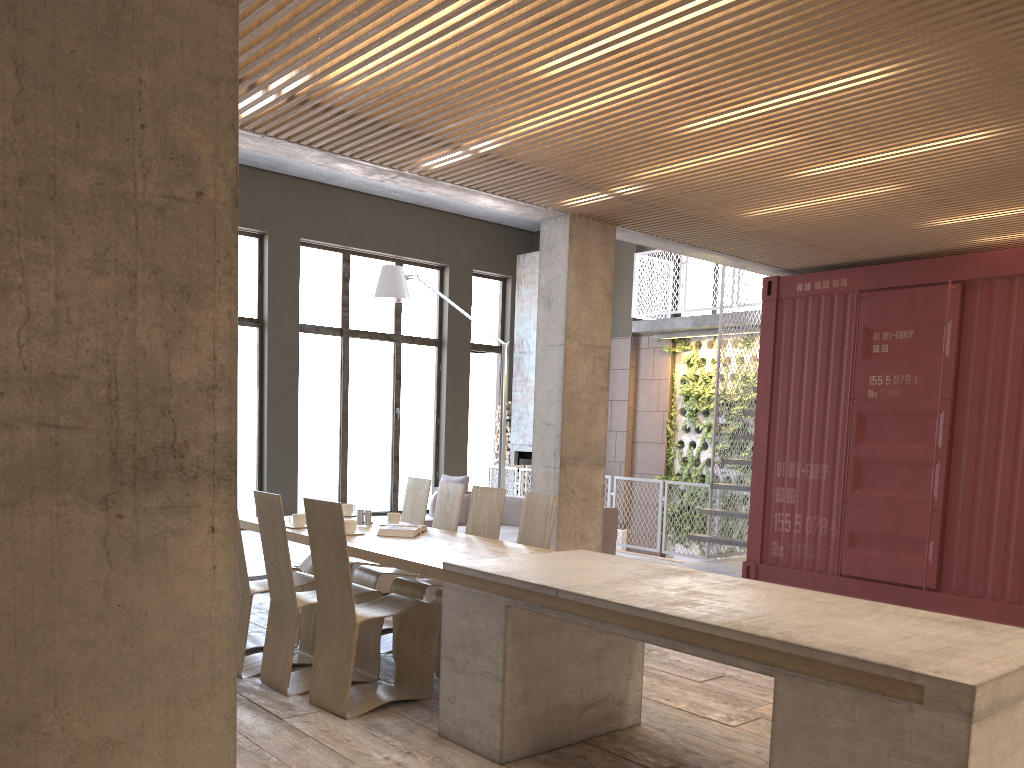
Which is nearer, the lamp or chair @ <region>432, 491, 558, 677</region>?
chair @ <region>432, 491, 558, 677</region>

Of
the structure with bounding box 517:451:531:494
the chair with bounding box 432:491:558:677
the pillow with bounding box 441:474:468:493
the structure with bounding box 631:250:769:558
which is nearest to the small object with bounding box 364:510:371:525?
the chair with bounding box 432:491:558:677

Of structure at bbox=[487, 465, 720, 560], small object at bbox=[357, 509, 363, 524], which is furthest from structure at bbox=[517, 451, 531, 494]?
small object at bbox=[357, 509, 363, 524]

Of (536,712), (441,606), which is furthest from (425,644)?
(536,712)

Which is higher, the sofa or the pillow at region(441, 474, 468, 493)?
the pillow at region(441, 474, 468, 493)

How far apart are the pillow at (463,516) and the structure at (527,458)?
4.5m

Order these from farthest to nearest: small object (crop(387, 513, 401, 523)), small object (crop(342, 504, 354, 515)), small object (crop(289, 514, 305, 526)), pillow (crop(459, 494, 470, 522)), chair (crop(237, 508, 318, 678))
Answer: pillow (crop(459, 494, 470, 522)) → small object (crop(342, 504, 354, 515)) → small object (crop(387, 513, 401, 523)) → small object (crop(289, 514, 305, 526)) → chair (crop(237, 508, 318, 678))

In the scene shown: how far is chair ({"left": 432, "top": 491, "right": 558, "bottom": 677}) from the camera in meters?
5.6

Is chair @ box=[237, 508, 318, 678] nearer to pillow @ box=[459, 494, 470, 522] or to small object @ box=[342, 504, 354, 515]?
small object @ box=[342, 504, 354, 515]

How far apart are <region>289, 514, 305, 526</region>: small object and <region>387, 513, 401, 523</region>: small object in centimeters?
62cm
